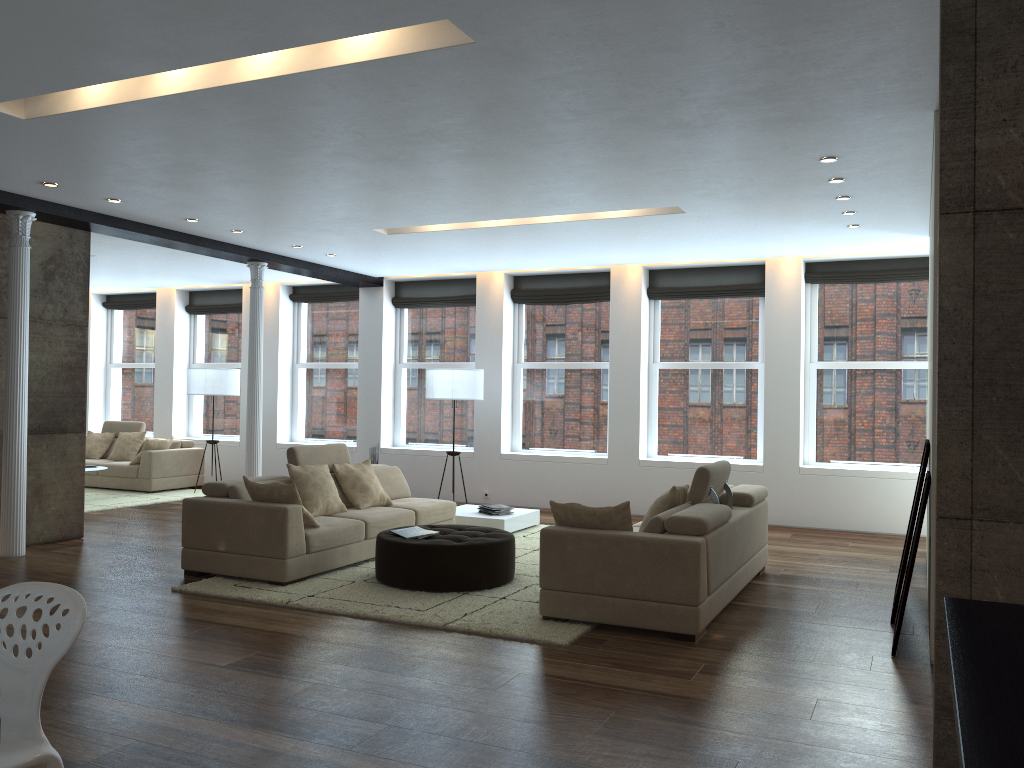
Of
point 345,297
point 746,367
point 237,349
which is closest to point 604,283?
point 746,367

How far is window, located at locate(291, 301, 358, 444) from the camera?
12.8m

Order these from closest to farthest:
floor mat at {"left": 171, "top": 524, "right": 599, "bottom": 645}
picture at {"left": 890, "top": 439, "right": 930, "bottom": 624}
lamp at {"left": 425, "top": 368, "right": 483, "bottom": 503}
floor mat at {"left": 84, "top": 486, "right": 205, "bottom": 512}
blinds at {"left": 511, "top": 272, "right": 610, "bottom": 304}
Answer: floor mat at {"left": 171, "top": 524, "right": 599, "bottom": 645}
picture at {"left": 890, "top": 439, "right": 930, "bottom": 624}
lamp at {"left": 425, "top": 368, "right": 483, "bottom": 503}
floor mat at {"left": 84, "top": 486, "right": 205, "bottom": 512}
blinds at {"left": 511, "top": 272, "right": 610, "bottom": 304}

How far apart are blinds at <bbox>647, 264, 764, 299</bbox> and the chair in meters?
8.9 m

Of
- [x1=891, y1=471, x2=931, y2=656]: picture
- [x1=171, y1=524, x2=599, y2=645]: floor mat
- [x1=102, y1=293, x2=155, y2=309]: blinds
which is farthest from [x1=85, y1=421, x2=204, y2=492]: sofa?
[x1=891, y1=471, x2=931, y2=656]: picture

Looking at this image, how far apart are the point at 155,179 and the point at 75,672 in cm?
380

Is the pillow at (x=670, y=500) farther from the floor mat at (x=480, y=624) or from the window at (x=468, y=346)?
the window at (x=468, y=346)

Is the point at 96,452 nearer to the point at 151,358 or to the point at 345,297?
the point at 151,358

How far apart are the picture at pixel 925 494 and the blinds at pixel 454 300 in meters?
7.7

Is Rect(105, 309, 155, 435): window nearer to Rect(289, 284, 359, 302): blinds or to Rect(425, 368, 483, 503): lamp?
Rect(289, 284, 359, 302): blinds
